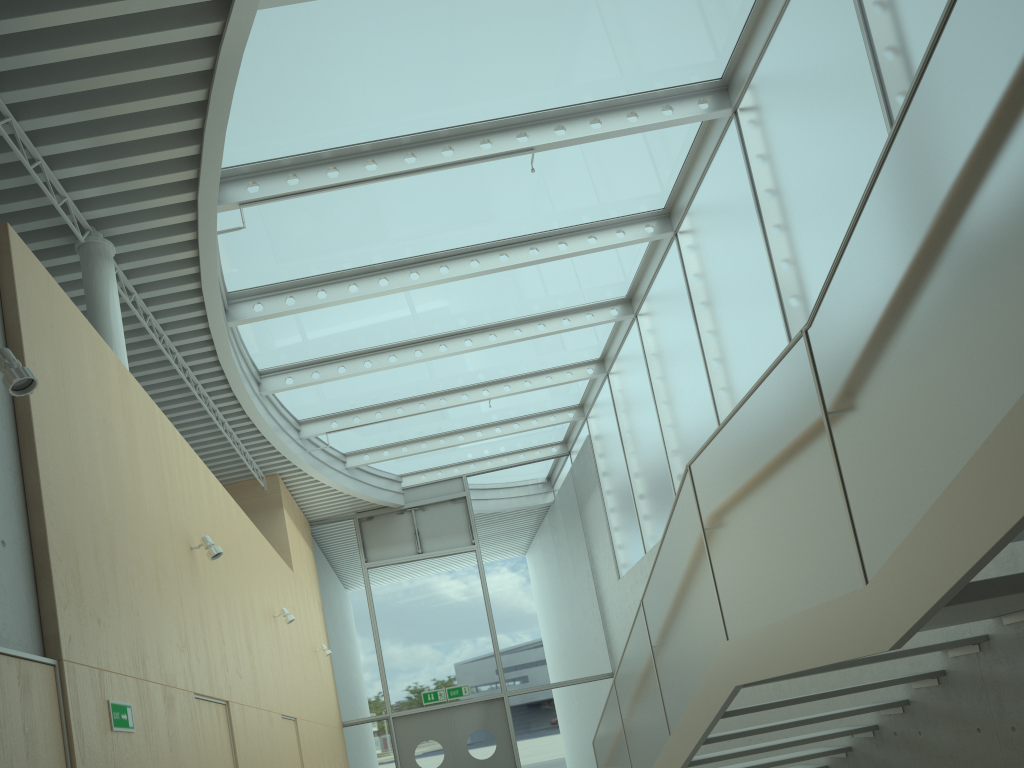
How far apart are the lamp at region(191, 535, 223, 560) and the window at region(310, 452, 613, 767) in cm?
824

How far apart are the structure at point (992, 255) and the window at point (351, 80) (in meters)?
3.60

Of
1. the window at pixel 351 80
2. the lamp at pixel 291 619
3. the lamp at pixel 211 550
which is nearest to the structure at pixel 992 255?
the lamp at pixel 211 550

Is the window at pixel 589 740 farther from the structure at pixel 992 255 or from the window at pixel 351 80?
→ the structure at pixel 992 255

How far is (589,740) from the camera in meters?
13.6

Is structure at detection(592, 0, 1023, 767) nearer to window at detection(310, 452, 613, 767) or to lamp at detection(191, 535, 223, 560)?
lamp at detection(191, 535, 223, 560)

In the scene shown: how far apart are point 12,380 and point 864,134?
5.2m

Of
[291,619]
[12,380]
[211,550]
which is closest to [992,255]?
[12,380]

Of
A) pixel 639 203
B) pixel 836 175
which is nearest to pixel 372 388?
pixel 639 203

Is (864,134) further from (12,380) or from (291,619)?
(291,619)
